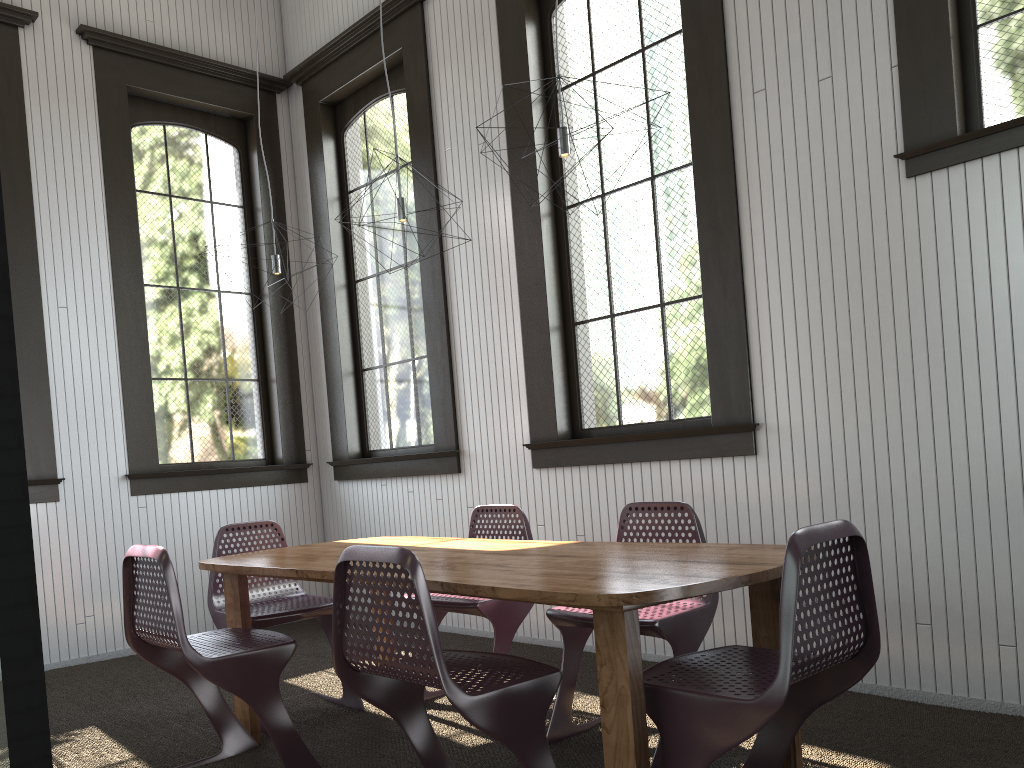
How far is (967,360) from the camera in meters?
3.1 m

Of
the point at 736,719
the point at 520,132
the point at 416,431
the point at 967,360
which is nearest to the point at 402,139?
the point at 520,132

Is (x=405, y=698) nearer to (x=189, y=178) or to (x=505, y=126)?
(x=505, y=126)
